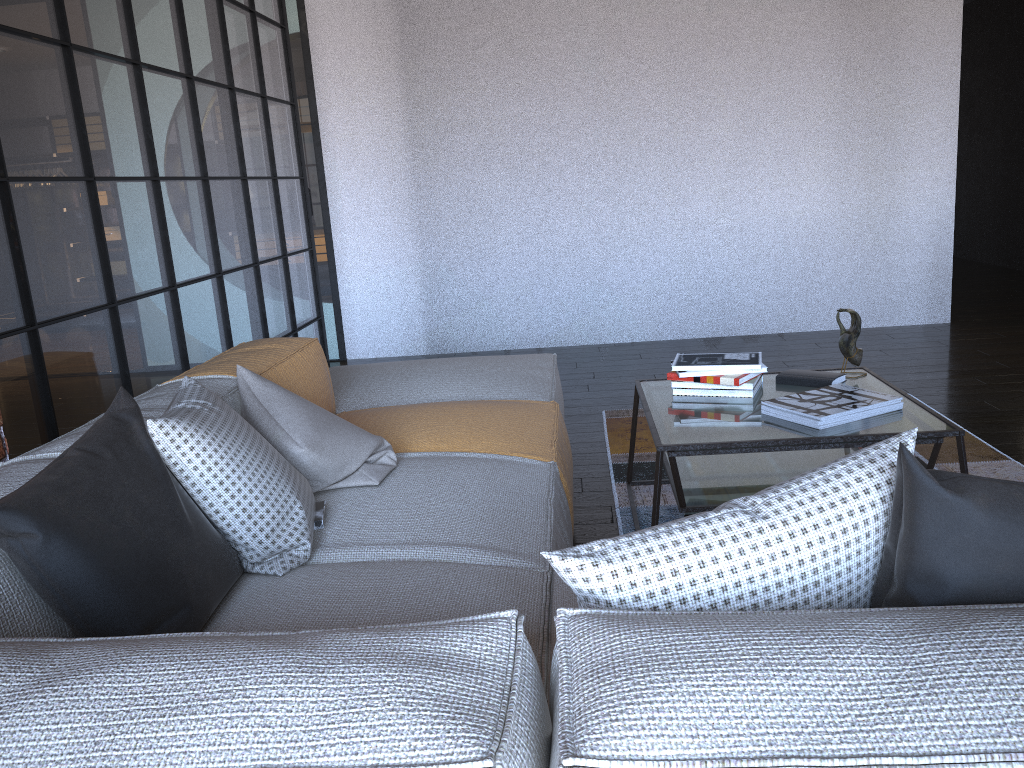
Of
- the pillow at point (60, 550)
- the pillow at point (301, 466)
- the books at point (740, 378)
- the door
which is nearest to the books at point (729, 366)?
the books at point (740, 378)

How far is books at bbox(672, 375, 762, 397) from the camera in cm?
267

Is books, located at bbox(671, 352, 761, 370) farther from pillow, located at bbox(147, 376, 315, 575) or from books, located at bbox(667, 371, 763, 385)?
pillow, located at bbox(147, 376, 315, 575)

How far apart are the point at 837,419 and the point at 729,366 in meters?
0.4

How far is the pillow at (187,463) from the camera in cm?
161

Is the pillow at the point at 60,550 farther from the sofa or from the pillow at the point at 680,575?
the pillow at the point at 680,575

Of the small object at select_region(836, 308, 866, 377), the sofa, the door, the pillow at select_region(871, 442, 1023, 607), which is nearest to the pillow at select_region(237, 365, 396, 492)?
the sofa

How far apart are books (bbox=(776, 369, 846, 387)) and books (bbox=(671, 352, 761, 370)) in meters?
0.1

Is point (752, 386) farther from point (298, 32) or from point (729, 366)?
point (298, 32)

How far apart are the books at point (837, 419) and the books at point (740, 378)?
0.2 meters
